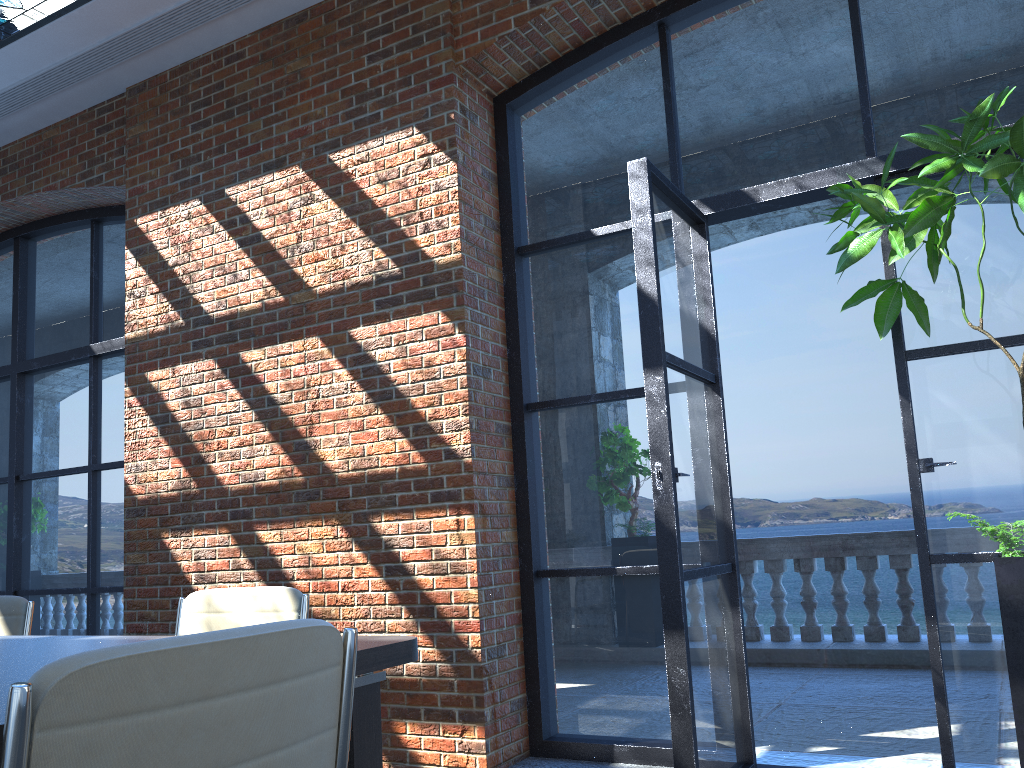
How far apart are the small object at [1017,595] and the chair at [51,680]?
2.3 meters

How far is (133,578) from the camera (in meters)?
5.11

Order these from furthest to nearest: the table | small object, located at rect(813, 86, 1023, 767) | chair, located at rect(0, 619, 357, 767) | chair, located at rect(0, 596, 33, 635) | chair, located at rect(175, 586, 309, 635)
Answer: chair, located at rect(0, 596, 33, 635), small object, located at rect(813, 86, 1023, 767), chair, located at rect(175, 586, 309, 635), the table, chair, located at rect(0, 619, 357, 767)

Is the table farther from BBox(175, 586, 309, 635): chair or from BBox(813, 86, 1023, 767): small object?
BBox(813, 86, 1023, 767): small object

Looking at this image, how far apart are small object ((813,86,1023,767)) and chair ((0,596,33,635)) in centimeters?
331cm

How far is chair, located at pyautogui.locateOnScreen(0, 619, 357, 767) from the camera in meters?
0.9 m

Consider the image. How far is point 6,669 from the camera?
1.9 meters

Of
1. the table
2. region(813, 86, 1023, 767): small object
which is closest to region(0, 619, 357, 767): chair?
the table

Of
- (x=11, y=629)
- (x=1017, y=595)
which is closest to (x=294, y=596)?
(x=11, y=629)

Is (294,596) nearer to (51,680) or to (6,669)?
(6,669)
